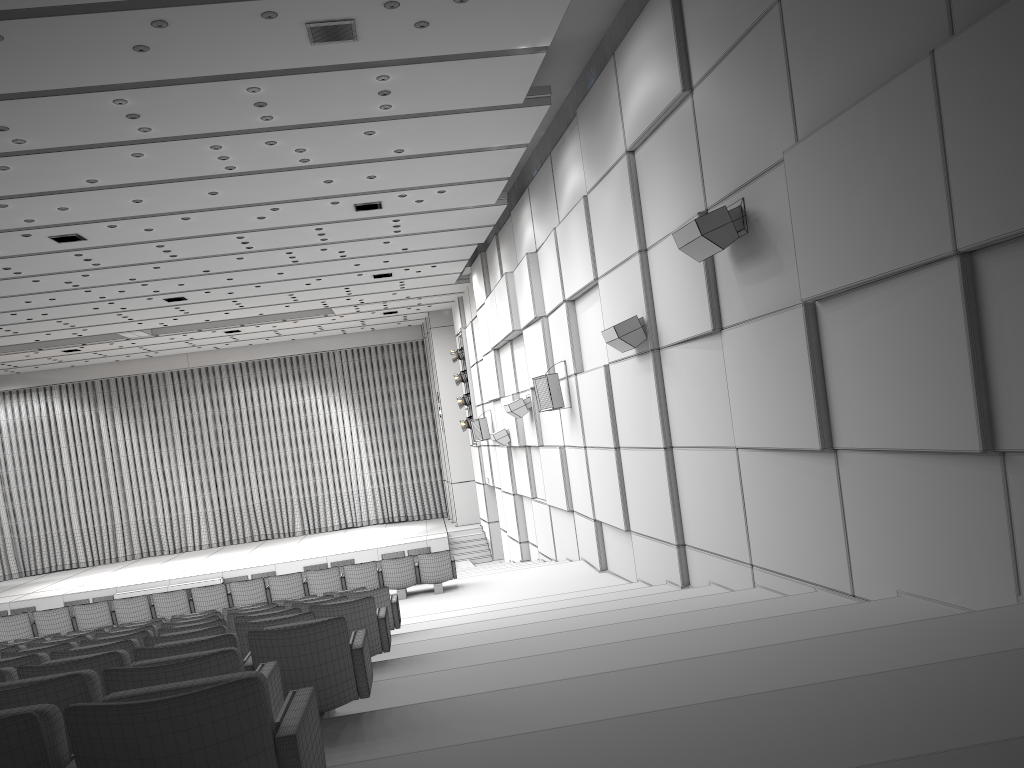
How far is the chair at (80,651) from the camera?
5.2m

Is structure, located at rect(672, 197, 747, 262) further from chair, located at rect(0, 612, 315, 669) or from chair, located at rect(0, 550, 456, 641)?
chair, located at rect(0, 550, 456, 641)

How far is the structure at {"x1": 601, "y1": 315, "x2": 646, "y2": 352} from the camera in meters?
9.8

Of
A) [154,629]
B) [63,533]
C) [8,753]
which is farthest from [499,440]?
[63,533]

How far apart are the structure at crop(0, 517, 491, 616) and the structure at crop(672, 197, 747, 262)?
18.1m

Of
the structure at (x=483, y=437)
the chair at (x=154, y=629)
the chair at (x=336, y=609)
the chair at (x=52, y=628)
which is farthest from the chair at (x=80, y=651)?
the structure at (x=483, y=437)

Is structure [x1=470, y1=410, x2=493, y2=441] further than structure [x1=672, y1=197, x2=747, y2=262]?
Yes

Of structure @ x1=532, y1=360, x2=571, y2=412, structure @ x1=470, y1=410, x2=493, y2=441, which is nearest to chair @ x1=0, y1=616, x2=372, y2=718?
structure @ x1=532, y1=360, x2=571, y2=412

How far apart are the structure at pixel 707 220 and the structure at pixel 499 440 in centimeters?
1148cm

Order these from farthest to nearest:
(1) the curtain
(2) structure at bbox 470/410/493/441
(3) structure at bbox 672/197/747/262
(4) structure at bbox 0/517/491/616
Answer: (1) the curtain < (4) structure at bbox 0/517/491/616 < (2) structure at bbox 470/410/493/441 < (3) structure at bbox 672/197/747/262
